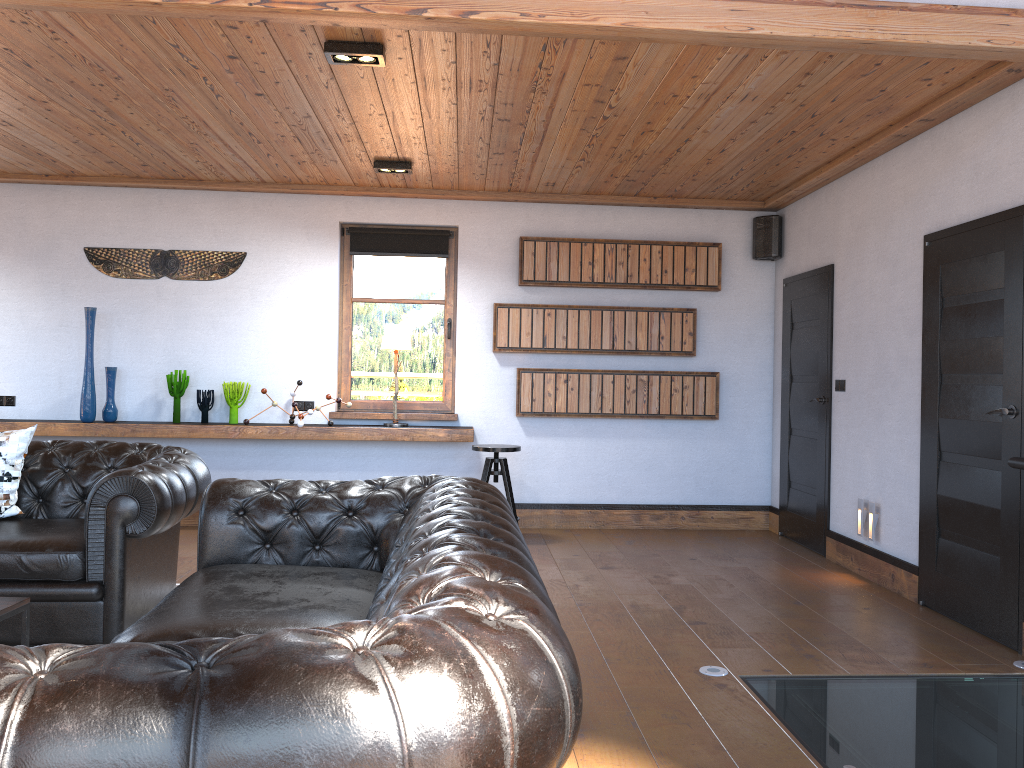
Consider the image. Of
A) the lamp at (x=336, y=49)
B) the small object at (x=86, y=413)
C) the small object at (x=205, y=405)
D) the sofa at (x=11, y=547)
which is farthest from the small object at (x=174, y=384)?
the lamp at (x=336, y=49)

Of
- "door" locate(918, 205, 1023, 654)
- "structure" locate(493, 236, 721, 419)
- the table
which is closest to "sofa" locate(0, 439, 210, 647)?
the table

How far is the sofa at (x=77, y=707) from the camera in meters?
1.2 m

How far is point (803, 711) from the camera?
3.29m

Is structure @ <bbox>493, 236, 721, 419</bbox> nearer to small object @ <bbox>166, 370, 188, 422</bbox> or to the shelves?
the shelves

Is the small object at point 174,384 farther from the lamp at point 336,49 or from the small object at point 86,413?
the lamp at point 336,49

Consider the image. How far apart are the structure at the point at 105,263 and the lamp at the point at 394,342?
1.33m

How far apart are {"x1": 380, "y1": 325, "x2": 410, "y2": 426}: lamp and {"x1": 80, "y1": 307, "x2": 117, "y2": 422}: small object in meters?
2.1 m

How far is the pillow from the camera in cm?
427

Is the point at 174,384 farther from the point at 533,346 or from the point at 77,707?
the point at 77,707
